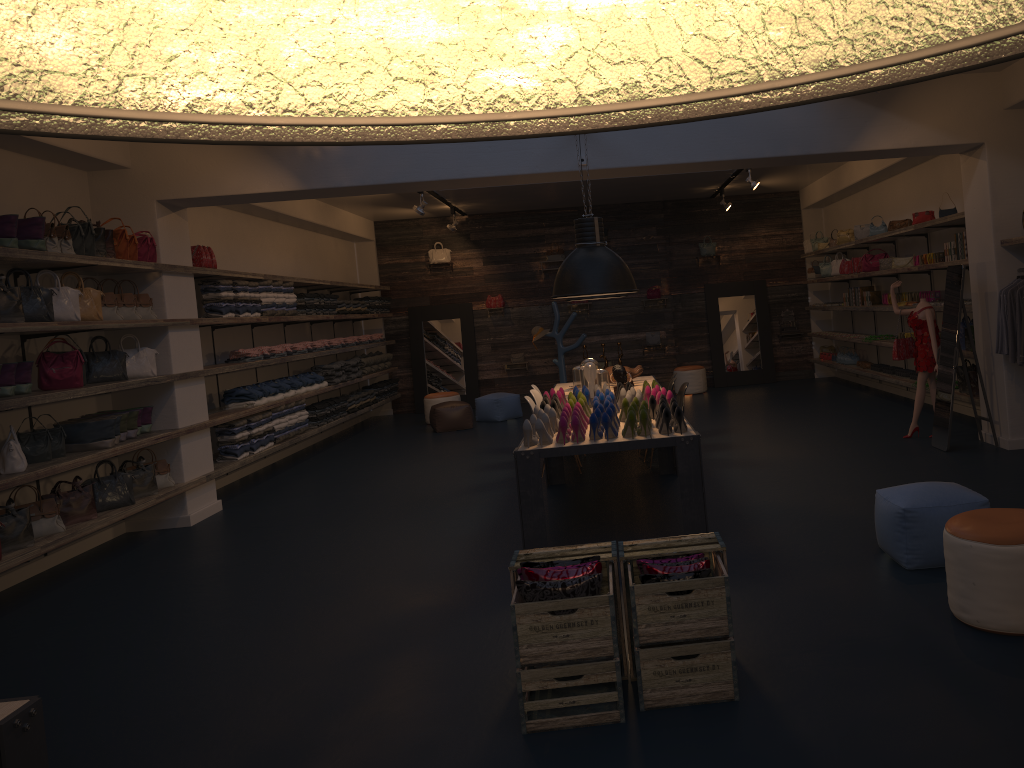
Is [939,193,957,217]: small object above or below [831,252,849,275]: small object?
above

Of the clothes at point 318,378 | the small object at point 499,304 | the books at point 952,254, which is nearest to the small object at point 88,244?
the clothes at point 318,378

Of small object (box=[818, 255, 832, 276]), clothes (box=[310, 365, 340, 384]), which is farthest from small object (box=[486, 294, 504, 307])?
small object (box=[818, 255, 832, 276])

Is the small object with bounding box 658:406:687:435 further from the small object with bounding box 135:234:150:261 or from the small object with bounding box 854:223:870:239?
the small object with bounding box 854:223:870:239

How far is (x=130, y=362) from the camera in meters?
7.9

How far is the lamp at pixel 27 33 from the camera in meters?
0.4

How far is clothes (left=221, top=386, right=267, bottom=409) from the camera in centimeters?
985cm

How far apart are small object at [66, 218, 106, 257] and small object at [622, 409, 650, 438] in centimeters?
454cm

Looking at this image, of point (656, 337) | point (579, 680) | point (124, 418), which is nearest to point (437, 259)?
point (656, 337)

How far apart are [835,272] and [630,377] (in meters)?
5.64
